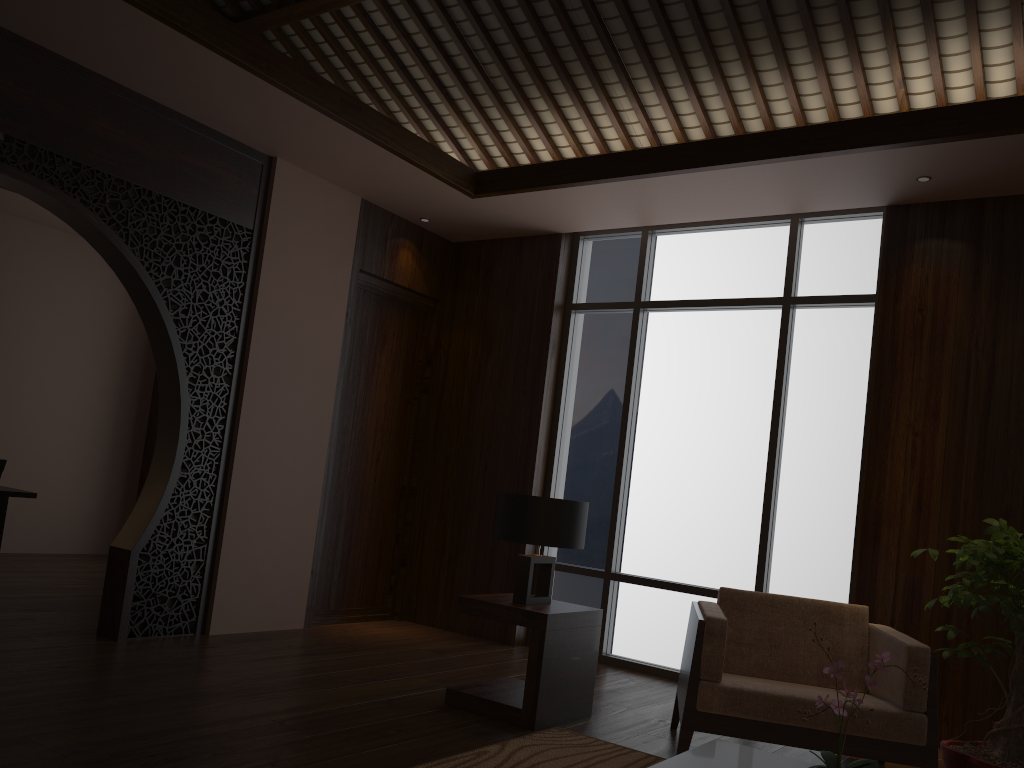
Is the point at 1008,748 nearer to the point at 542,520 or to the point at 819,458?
the point at 819,458

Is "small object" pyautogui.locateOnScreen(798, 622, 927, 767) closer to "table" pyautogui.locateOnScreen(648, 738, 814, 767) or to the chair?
"table" pyautogui.locateOnScreen(648, 738, 814, 767)

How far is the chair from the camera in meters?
3.2 m

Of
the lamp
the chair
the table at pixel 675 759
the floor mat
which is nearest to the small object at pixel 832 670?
the table at pixel 675 759

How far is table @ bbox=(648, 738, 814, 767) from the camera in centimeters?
231cm

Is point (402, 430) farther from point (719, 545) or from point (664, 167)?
point (664, 167)

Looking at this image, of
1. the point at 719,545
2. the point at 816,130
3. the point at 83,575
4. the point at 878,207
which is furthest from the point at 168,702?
the point at 878,207

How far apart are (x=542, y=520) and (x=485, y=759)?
1.1 meters

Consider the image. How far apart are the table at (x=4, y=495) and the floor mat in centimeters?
366cm

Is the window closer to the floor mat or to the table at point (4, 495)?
the floor mat
